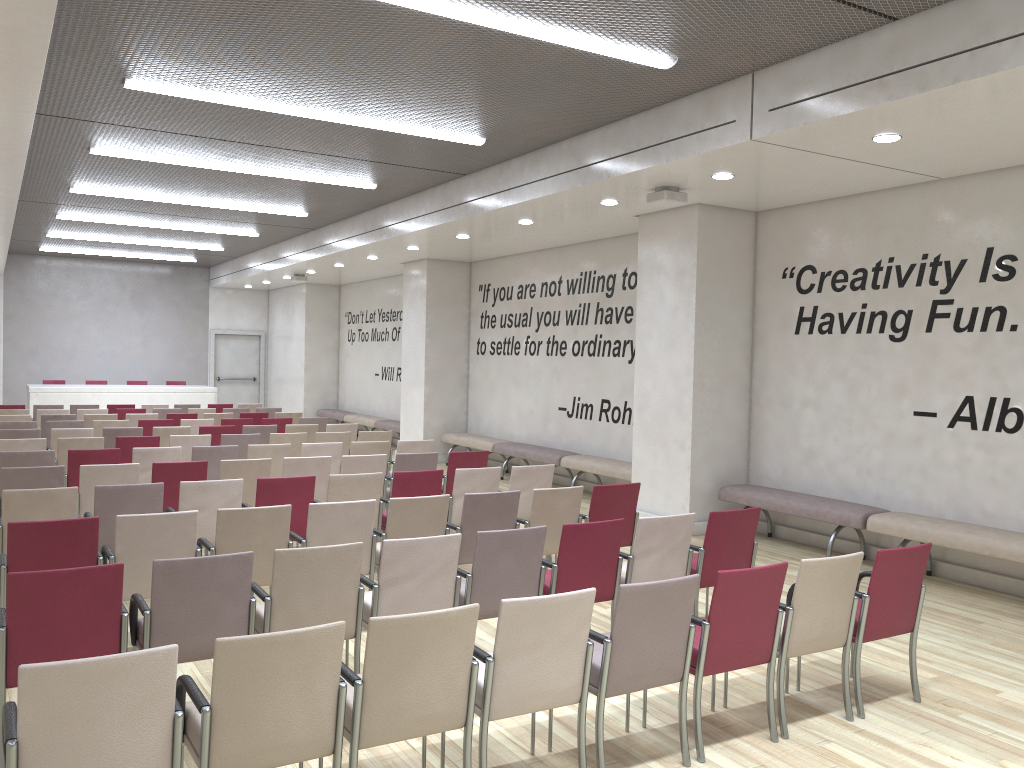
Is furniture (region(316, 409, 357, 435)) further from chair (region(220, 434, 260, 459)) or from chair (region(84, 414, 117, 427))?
chair (region(220, 434, 260, 459))

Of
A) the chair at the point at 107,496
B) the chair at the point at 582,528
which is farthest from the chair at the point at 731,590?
the chair at the point at 107,496

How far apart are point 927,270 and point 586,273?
5.3 meters

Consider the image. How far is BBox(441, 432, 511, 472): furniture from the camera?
13.8m

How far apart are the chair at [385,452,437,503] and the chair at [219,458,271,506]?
1.3 meters

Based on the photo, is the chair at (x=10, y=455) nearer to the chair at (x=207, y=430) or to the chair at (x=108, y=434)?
the chair at (x=108, y=434)

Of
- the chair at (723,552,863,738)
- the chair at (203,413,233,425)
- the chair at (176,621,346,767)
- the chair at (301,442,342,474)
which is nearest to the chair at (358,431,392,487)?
the chair at (301,442,342,474)

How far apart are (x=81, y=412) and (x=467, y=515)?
10.0m

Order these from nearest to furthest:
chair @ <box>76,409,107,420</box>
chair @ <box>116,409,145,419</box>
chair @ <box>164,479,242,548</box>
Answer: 1. chair @ <box>164,479,242,548</box>
2. chair @ <box>76,409,107,420</box>
3. chair @ <box>116,409,145,419</box>

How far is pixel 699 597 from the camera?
6.91m
